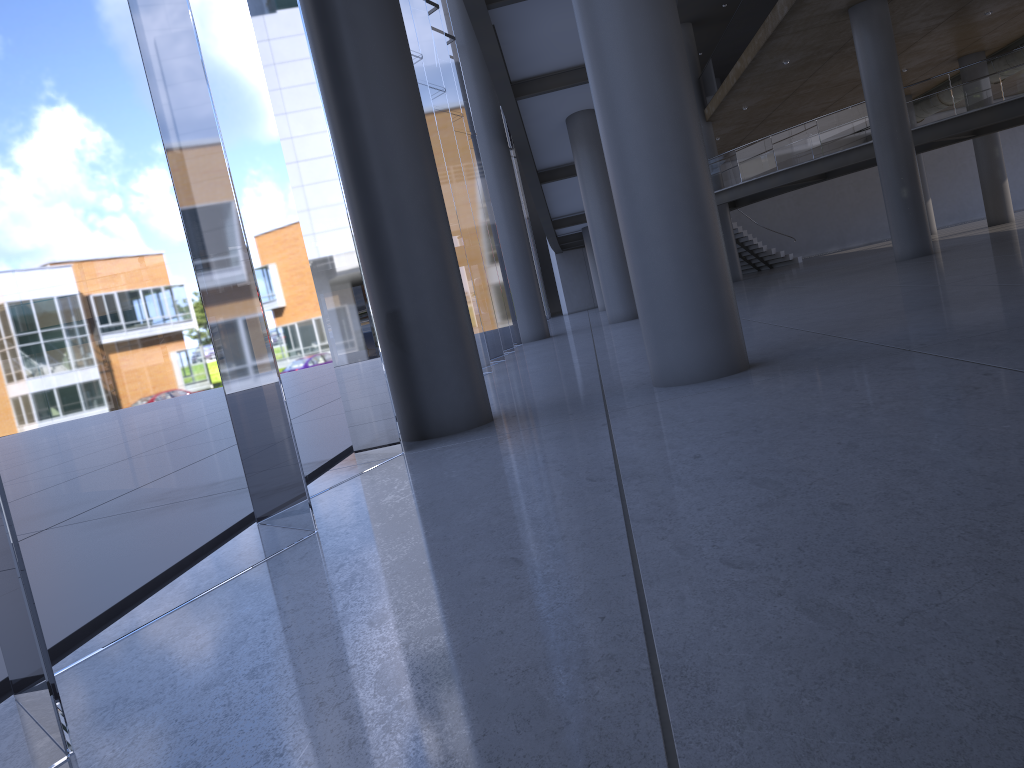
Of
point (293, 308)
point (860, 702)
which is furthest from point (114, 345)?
point (860, 702)

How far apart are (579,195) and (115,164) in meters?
13.3 m
